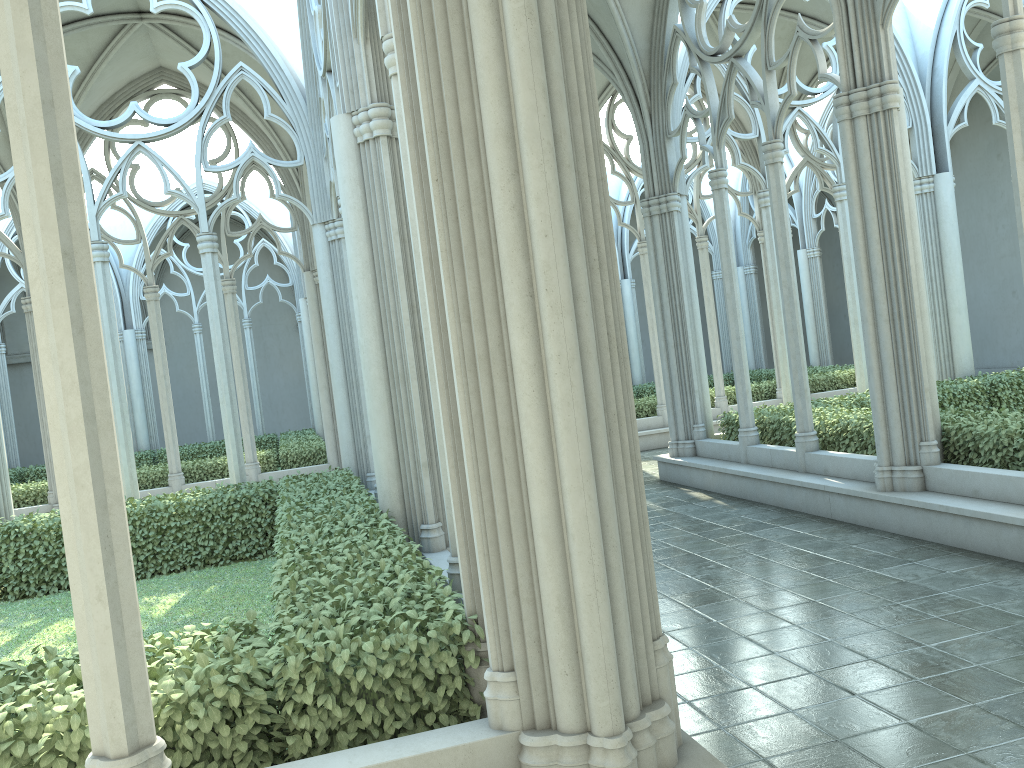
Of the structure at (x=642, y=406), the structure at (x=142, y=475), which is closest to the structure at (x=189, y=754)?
the structure at (x=142, y=475)

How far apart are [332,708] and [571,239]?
2.07m

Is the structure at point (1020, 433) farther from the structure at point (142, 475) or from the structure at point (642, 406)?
the structure at point (142, 475)

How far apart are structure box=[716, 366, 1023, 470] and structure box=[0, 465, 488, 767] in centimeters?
520cm

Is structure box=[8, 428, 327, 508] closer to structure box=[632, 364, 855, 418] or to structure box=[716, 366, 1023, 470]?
structure box=[632, 364, 855, 418]

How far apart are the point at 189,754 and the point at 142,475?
13.25m

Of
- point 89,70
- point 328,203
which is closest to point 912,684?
point 328,203

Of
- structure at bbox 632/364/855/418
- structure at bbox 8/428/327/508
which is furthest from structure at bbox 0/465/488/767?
structure at bbox 632/364/855/418

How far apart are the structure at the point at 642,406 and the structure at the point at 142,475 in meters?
6.3 m

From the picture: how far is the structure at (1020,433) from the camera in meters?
7.8 m
